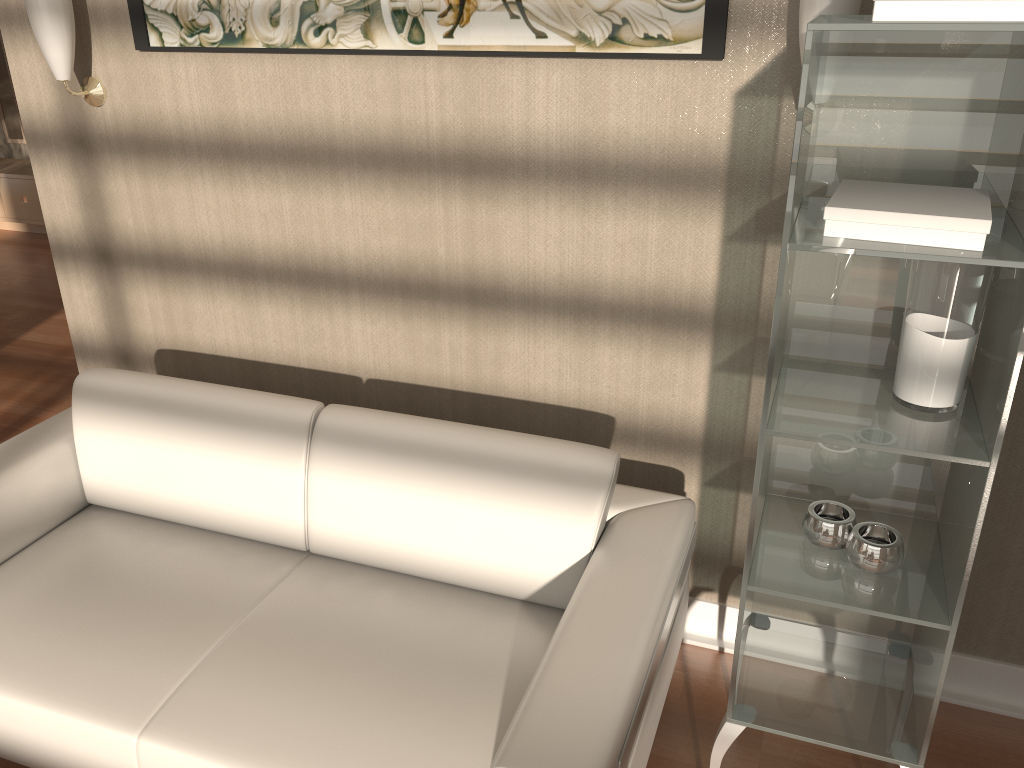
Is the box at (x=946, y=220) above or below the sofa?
above

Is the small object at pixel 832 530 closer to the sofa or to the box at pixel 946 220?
the sofa

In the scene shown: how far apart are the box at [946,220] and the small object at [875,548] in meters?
0.6 m

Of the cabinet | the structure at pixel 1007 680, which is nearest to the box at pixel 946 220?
the structure at pixel 1007 680

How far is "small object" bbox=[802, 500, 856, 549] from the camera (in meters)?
1.69

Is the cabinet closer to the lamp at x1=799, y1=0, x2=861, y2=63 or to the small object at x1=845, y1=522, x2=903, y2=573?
the lamp at x1=799, y1=0, x2=861, y2=63

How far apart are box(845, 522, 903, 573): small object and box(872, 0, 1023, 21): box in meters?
0.9

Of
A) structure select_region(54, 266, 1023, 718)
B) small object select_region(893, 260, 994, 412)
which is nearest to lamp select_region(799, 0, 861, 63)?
small object select_region(893, 260, 994, 412)

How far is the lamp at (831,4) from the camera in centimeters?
163cm

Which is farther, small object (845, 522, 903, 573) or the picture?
the picture
